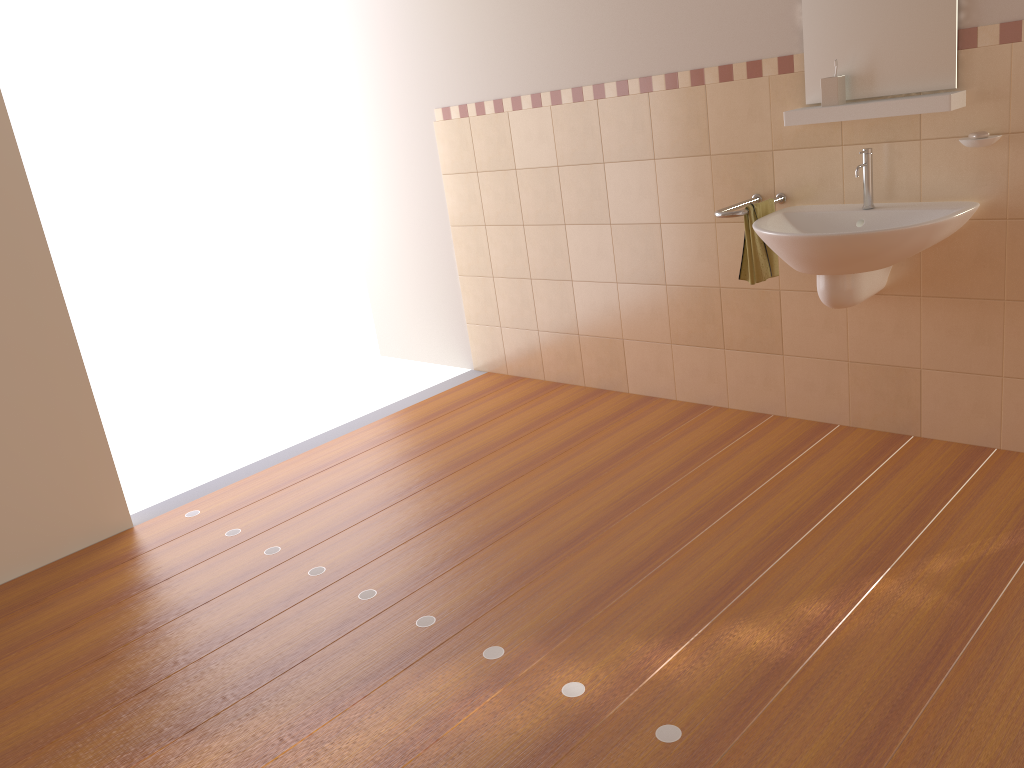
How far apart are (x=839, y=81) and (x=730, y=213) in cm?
55

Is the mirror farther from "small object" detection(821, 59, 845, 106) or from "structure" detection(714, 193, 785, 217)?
"structure" detection(714, 193, 785, 217)

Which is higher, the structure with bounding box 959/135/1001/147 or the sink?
the structure with bounding box 959/135/1001/147

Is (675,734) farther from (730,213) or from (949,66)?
(949,66)

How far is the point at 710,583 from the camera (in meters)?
2.54

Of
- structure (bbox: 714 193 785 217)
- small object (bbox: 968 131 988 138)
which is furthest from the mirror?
structure (bbox: 714 193 785 217)

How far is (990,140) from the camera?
2.7m

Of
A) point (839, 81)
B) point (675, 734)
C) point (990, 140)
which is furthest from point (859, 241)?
point (675, 734)

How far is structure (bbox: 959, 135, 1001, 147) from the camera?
2.7 meters

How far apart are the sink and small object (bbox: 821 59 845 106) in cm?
20
